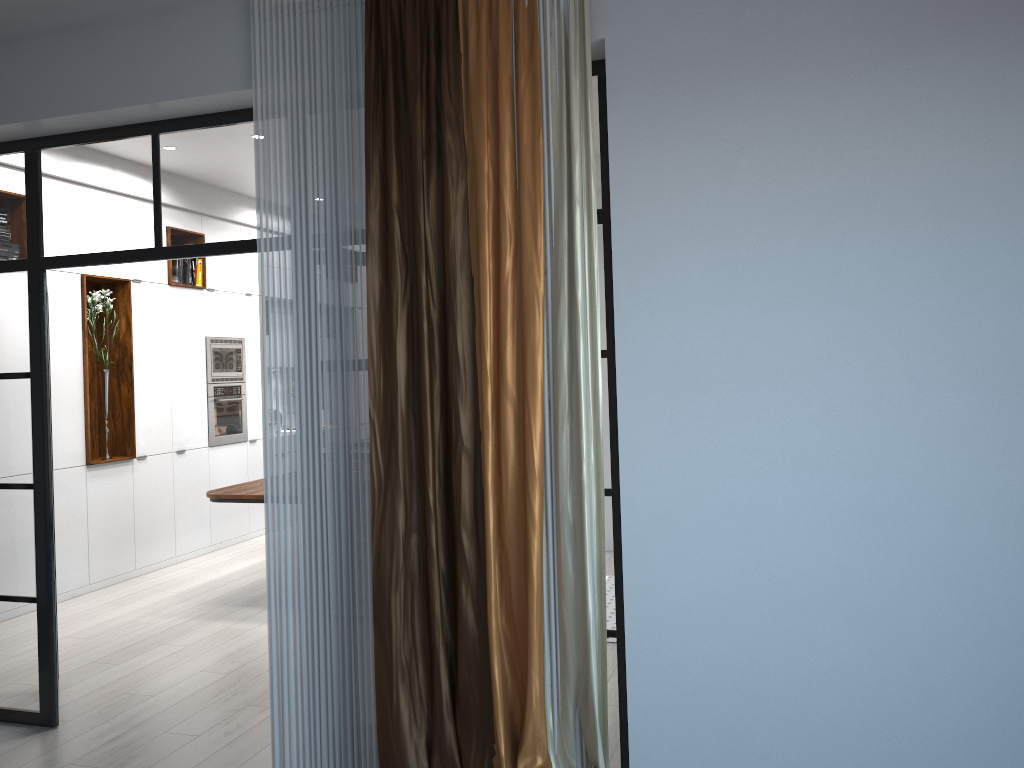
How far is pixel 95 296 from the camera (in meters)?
6.79

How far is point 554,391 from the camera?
3.1m

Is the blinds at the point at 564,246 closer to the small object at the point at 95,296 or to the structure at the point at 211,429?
the small object at the point at 95,296

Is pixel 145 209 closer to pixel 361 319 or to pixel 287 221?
pixel 287 221

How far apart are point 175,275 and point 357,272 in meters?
5.0

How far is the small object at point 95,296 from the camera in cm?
679

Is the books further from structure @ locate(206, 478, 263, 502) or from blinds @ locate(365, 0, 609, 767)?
blinds @ locate(365, 0, 609, 767)

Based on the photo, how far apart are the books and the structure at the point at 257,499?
2.2 meters

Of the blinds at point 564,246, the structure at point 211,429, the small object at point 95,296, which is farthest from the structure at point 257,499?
the blinds at point 564,246

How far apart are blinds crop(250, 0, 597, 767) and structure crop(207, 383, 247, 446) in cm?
480
